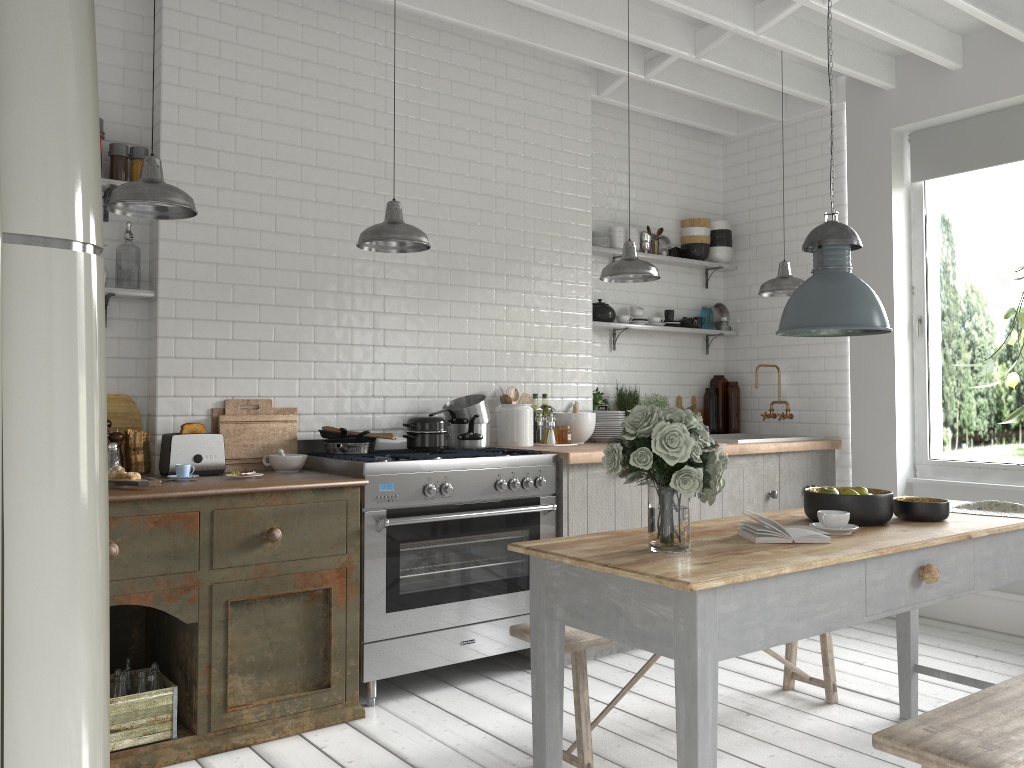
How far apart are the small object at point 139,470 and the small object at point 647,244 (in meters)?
4.26

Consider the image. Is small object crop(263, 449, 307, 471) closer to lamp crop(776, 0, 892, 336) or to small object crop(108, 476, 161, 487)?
small object crop(108, 476, 161, 487)

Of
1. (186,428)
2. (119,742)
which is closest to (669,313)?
(186,428)

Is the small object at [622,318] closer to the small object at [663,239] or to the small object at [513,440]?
the small object at [663,239]

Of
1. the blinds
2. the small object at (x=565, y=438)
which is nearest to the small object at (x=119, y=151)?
the small object at (x=565, y=438)

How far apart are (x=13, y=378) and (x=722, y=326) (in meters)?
7.14

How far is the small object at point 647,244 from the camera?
7.30m

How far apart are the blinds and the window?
0.1 meters

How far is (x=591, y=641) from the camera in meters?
3.8 m

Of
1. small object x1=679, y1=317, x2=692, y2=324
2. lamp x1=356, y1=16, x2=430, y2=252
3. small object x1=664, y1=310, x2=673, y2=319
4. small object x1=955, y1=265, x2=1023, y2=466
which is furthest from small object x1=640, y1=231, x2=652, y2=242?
lamp x1=356, y1=16, x2=430, y2=252
